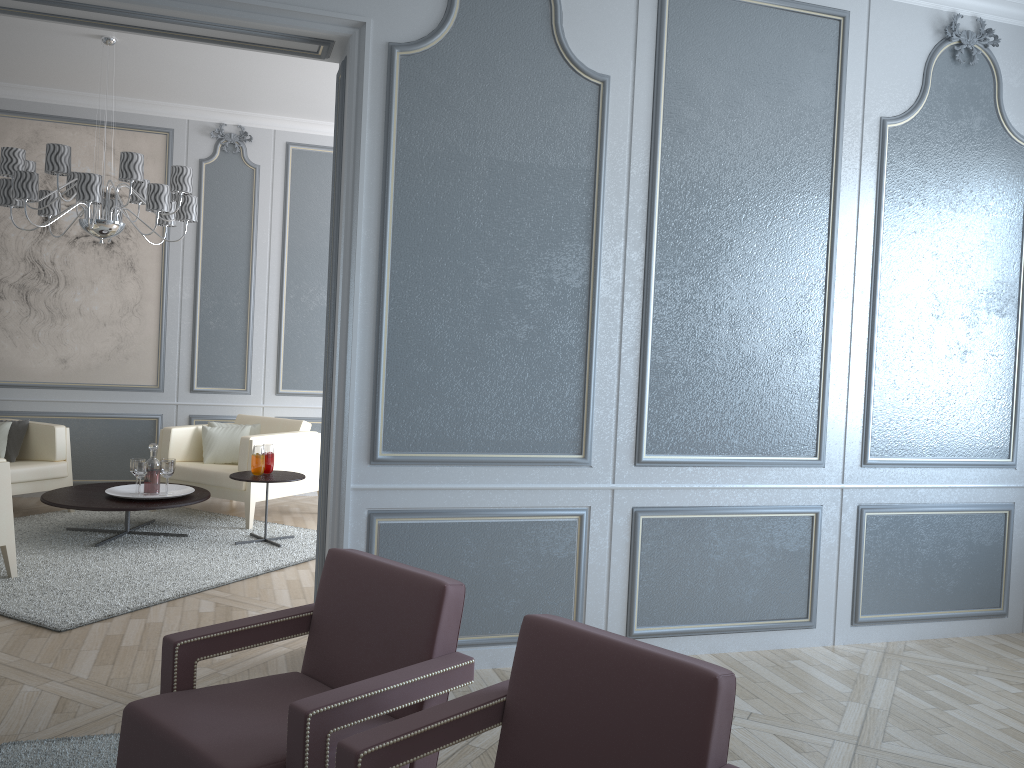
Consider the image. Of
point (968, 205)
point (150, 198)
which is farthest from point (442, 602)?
point (150, 198)

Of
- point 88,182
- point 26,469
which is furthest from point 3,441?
point 88,182

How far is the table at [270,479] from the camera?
4.9 meters

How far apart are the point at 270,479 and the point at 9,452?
1.9 meters

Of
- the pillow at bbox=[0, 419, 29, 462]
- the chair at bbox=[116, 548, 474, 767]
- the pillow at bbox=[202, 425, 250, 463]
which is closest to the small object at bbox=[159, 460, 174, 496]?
the pillow at bbox=[202, 425, 250, 463]

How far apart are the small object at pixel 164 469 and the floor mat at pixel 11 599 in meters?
0.4 m

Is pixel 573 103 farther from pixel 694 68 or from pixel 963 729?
pixel 963 729

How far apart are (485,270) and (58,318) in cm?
415

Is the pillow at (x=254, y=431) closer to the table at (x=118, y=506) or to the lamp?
the table at (x=118, y=506)

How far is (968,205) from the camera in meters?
3.8 m
